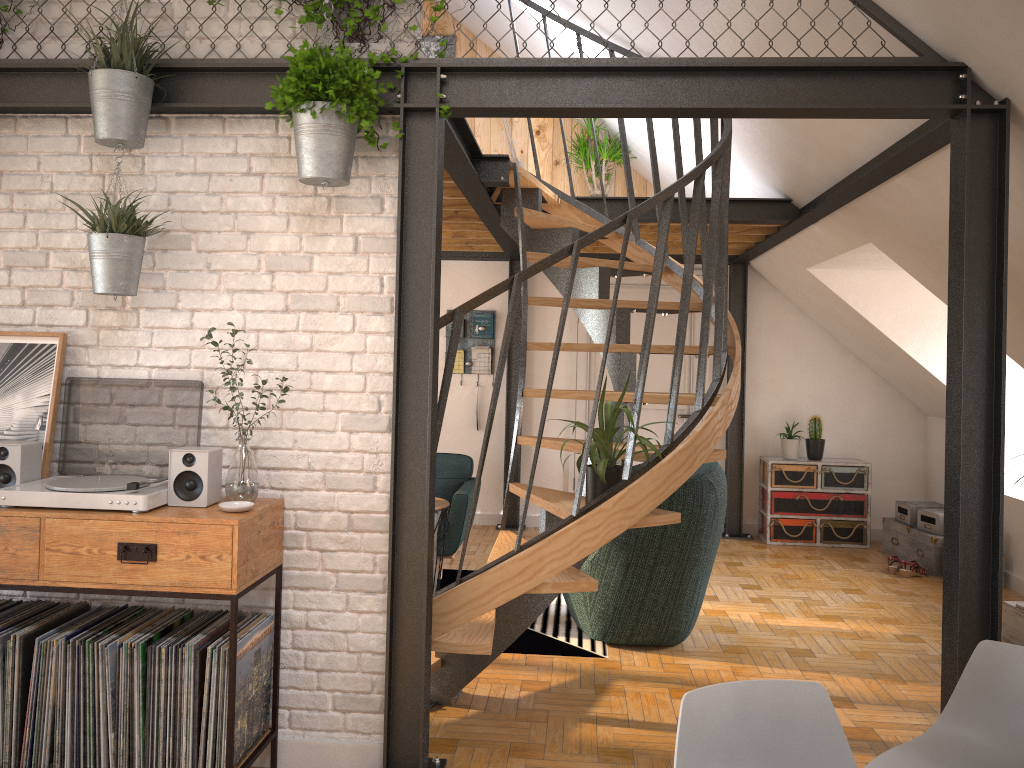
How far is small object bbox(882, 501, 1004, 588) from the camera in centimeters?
639cm

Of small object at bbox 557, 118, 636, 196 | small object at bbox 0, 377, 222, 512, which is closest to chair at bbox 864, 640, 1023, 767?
small object at bbox 0, 377, 222, 512

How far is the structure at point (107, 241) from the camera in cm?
298

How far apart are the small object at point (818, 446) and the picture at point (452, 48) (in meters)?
4.48

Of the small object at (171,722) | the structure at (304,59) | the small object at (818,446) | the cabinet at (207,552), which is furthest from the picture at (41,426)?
the small object at (818,446)

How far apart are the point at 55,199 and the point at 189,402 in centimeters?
90cm

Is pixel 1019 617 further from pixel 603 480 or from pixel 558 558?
pixel 558 558

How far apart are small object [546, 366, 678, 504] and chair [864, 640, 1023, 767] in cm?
154

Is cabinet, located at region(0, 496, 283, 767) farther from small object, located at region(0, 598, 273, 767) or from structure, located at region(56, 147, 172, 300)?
structure, located at region(56, 147, 172, 300)

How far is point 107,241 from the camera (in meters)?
2.98
